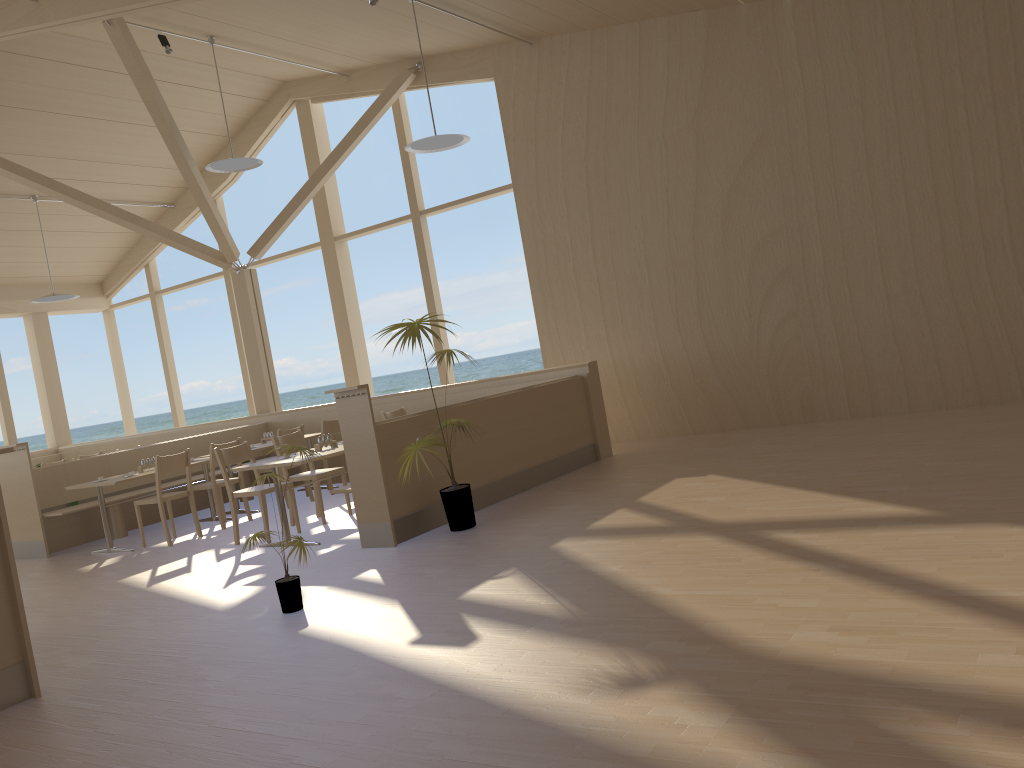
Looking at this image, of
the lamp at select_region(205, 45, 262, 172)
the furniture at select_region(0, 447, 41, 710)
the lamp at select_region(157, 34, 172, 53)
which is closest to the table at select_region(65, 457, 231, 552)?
the lamp at select_region(205, 45, 262, 172)

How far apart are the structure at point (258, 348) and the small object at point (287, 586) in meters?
6.6 m

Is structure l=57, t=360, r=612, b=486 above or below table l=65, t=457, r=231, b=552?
above

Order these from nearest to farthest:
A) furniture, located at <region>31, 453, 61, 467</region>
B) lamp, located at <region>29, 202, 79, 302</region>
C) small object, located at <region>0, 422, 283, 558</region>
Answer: small object, located at <region>0, 422, 283, 558</region> → lamp, located at <region>29, 202, 79, 302</region> → furniture, located at <region>31, 453, 61, 467</region>

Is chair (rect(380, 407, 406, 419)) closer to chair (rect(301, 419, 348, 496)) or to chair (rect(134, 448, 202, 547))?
chair (rect(301, 419, 348, 496))

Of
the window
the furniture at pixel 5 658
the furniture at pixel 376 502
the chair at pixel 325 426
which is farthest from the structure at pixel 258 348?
the furniture at pixel 5 658

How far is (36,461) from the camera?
12.99m

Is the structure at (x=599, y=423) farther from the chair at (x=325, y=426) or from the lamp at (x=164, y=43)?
the lamp at (x=164, y=43)

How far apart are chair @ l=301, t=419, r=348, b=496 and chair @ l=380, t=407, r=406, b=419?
0.8m

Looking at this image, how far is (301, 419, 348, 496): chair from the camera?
9.2m
